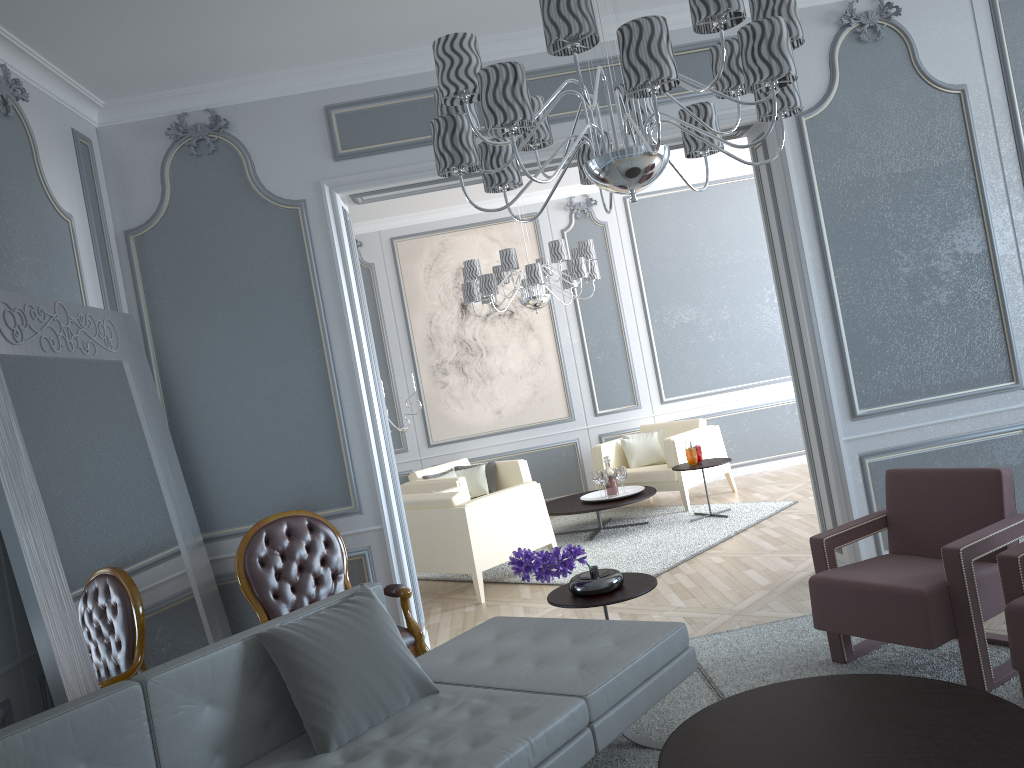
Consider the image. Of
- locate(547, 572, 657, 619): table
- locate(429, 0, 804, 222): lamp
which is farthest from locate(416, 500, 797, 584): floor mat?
locate(429, 0, 804, 222): lamp

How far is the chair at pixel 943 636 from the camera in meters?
2.7 m

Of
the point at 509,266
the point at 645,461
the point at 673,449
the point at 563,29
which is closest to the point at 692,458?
the point at 673,449

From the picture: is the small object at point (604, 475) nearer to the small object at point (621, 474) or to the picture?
the small object at point (621, 474)

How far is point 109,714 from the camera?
2.1m

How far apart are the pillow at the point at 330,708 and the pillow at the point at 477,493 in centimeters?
437cm

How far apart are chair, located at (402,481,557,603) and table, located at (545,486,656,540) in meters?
0.6

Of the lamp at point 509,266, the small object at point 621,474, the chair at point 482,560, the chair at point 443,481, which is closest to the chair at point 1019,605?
the chair at point 482,560

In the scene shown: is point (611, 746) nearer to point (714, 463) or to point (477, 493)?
point (714, 463)

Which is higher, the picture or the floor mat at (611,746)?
the picture
